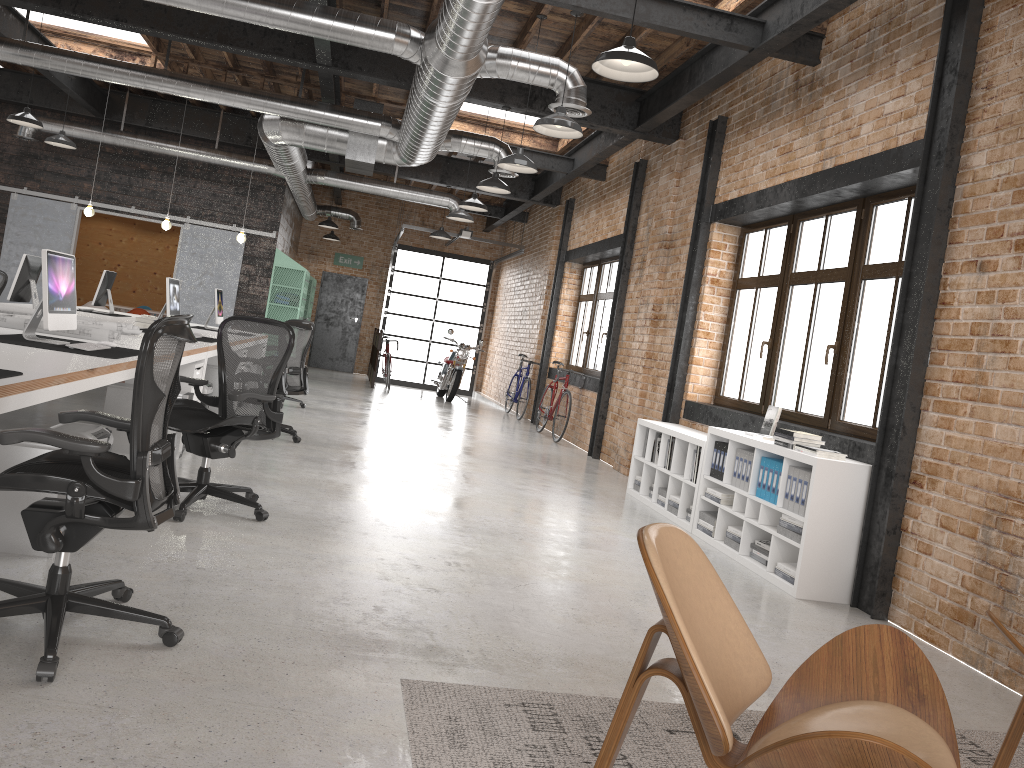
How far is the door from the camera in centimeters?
1918cm

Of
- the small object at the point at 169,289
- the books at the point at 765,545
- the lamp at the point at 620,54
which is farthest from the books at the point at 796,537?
the small object at the point at 169,289

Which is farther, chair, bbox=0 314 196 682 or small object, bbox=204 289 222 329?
small object, bbox=204 289 222 329

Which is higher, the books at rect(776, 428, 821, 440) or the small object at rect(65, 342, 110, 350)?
the books at rect(776, 428, 821, 440)

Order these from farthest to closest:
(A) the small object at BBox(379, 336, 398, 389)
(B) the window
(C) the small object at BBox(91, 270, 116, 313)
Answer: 1. (A) the small object at BBox(379, 336, 398, 389)
2. (C) the small object at BBox(91, 270, 116, 313)
3. (B) the window

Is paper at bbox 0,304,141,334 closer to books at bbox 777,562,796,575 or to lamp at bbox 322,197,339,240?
books at bbox 777,562,796,575

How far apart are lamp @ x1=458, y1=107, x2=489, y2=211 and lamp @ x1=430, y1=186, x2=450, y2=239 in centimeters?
355cm

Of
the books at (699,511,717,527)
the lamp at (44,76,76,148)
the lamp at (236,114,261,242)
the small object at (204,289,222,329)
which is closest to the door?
the lamp at (236,114,261,242)

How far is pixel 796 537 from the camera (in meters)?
5.16

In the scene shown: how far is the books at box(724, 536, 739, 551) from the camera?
5.93m
